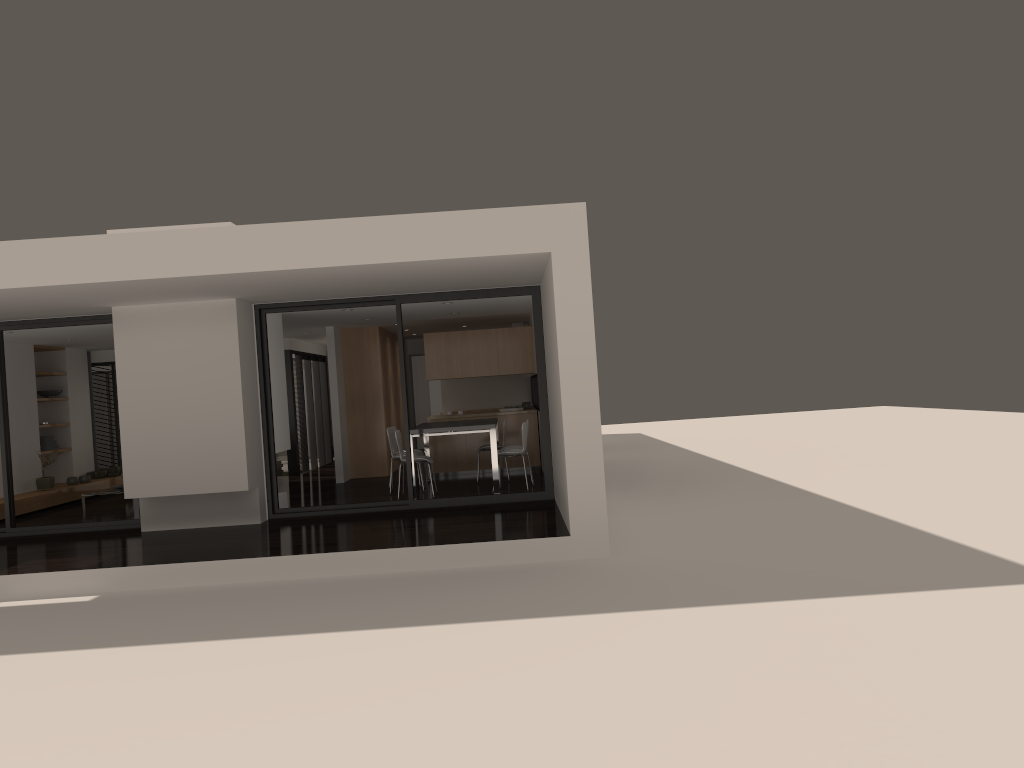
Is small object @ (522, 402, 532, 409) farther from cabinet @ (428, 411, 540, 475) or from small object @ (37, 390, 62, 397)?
small object @ (37, 390, 62, 397)

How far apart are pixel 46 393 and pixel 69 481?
1.43m

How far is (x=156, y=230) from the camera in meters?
9.2

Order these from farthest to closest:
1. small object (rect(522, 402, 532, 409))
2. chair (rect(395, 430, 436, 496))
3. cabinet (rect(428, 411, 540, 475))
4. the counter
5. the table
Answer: small object (rect(522, 402, 532, 409)), the counter, cabinet (rect(428, 411, 540, 475)), chair (rect(395, 430, 436, 496)), the table

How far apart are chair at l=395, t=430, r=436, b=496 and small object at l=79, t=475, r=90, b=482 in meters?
6.1

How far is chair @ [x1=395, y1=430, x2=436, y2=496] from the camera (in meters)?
10.92

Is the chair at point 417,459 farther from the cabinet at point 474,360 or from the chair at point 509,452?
the cabinet at point 474,360

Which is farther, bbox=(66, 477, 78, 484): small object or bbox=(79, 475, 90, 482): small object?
bbox=(79, 475, 90, 482): small object

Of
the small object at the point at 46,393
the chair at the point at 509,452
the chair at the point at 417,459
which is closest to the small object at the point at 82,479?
the small object at the point at 46,393

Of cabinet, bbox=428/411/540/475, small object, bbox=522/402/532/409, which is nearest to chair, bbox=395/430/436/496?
cabinet, bbox=428/411/540/475
